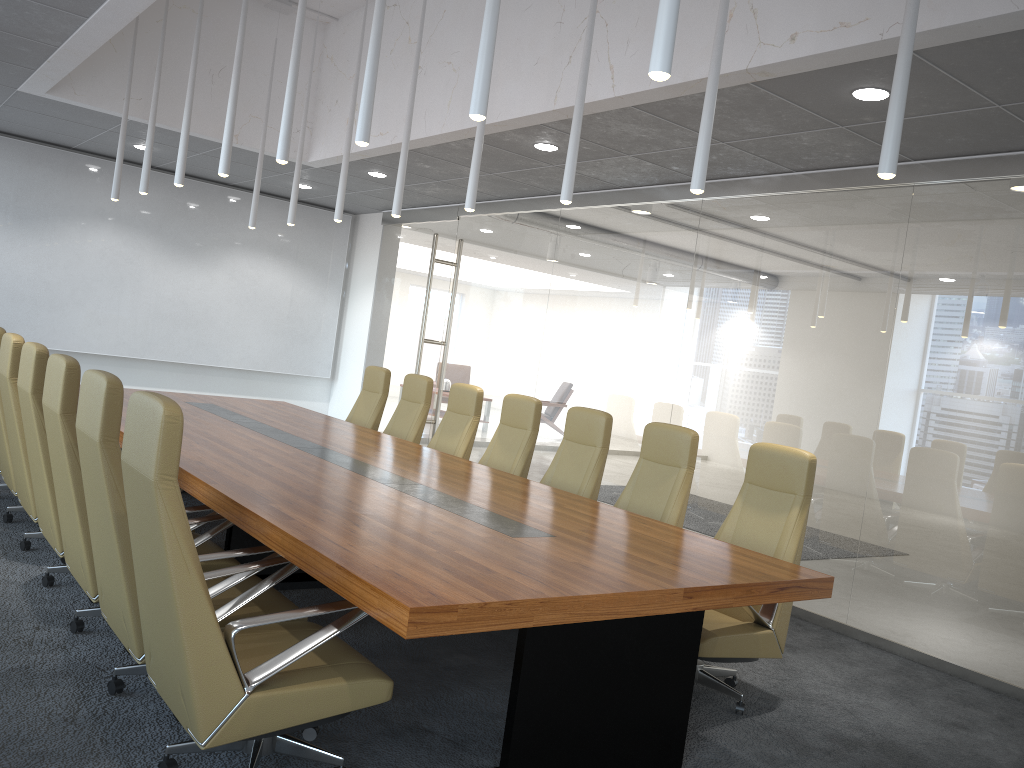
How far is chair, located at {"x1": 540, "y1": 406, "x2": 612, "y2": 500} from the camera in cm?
621

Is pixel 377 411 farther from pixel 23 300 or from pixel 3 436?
pixel 23 300

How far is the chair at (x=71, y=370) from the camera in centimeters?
413cm

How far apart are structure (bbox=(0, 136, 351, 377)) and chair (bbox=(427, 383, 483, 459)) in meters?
5.8

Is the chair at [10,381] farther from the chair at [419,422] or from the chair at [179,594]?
the chair at [419,422]

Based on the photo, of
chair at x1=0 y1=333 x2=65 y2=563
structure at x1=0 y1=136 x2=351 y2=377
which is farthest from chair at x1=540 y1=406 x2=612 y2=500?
structure at x1=0 y1=136 x2=351 y2=377

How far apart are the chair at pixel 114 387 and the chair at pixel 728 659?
2.0 meters

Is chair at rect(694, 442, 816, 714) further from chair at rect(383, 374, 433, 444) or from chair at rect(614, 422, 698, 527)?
chair at rect(383, 374, 433, 444)

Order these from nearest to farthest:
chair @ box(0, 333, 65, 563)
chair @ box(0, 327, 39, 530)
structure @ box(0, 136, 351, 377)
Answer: chair @ box(0, 333, 65, 563), chair @ box(0, 327, 39, 530), structure @ box(0, 136, 351, 377)

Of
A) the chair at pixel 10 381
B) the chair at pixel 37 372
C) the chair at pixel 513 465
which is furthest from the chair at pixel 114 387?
the chair at pixel 513 465
